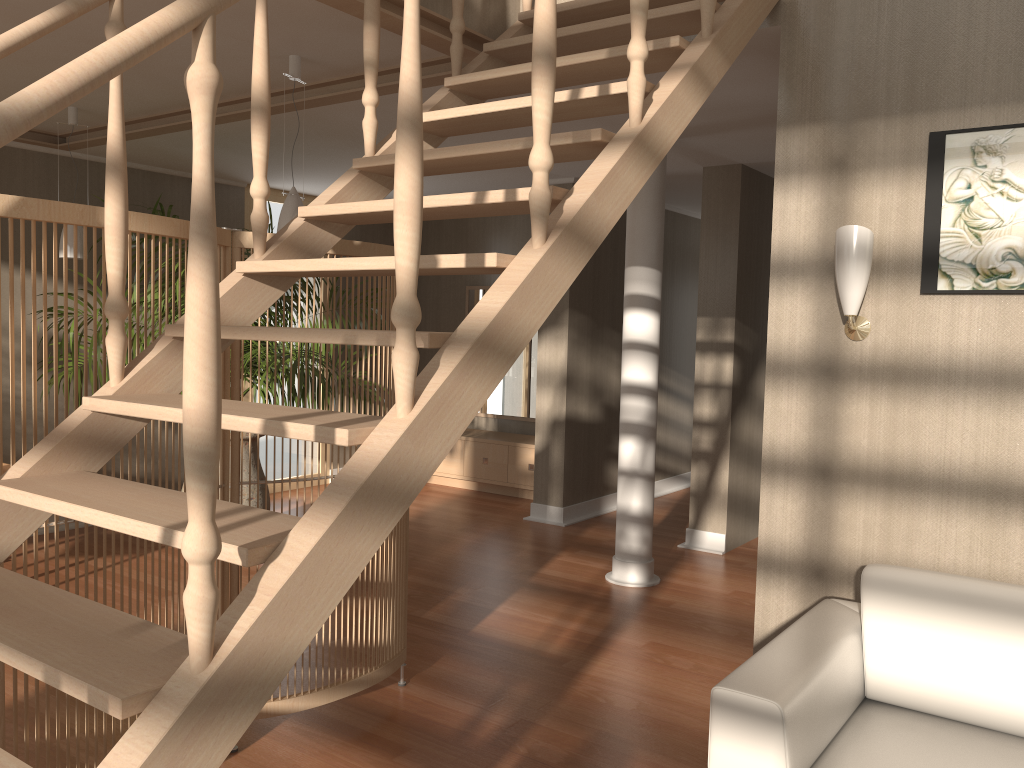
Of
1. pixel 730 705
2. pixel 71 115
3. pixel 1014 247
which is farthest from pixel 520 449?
pixel 730 705

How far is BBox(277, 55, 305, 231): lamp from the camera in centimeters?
369cm

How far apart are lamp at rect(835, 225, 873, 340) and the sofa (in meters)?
0.76

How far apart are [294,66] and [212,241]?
2.8 meters

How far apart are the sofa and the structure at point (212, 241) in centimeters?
87cm

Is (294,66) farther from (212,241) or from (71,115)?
(212,241)

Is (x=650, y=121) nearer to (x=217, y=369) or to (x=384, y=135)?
(x=217, y=369)

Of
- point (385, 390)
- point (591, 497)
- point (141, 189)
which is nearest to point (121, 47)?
point (385, 390)

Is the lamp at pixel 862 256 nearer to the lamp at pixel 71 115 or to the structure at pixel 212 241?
the structure at pixel 212 241

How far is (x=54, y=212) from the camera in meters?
2.1 m
